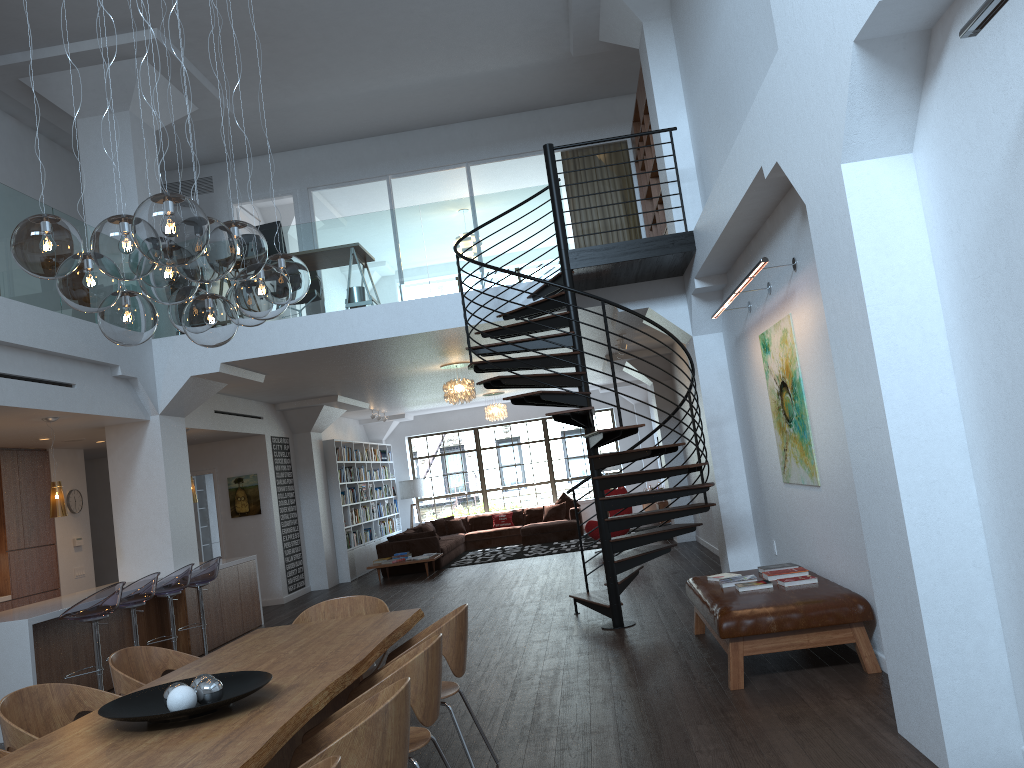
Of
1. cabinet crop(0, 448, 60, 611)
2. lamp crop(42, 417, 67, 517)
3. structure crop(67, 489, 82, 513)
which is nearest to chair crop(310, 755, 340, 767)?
lamp crop(42, 417, 67, 517)

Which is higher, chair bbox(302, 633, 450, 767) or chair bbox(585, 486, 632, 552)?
chair bbox(302, 633, 450, 767)

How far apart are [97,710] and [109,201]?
7.5m

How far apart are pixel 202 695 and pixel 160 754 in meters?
0.5 m

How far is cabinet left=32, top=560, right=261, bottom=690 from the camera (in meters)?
7.22

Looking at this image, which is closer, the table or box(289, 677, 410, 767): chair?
box(289, 677, 410, 767): chair

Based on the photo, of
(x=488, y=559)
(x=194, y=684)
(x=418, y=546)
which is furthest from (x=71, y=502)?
(x=194, y=684)

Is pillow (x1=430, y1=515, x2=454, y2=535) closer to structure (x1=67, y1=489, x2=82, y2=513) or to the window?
the window

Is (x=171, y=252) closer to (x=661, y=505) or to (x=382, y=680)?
(x=382, y=680)

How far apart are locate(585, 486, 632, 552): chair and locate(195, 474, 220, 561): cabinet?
6.5m
